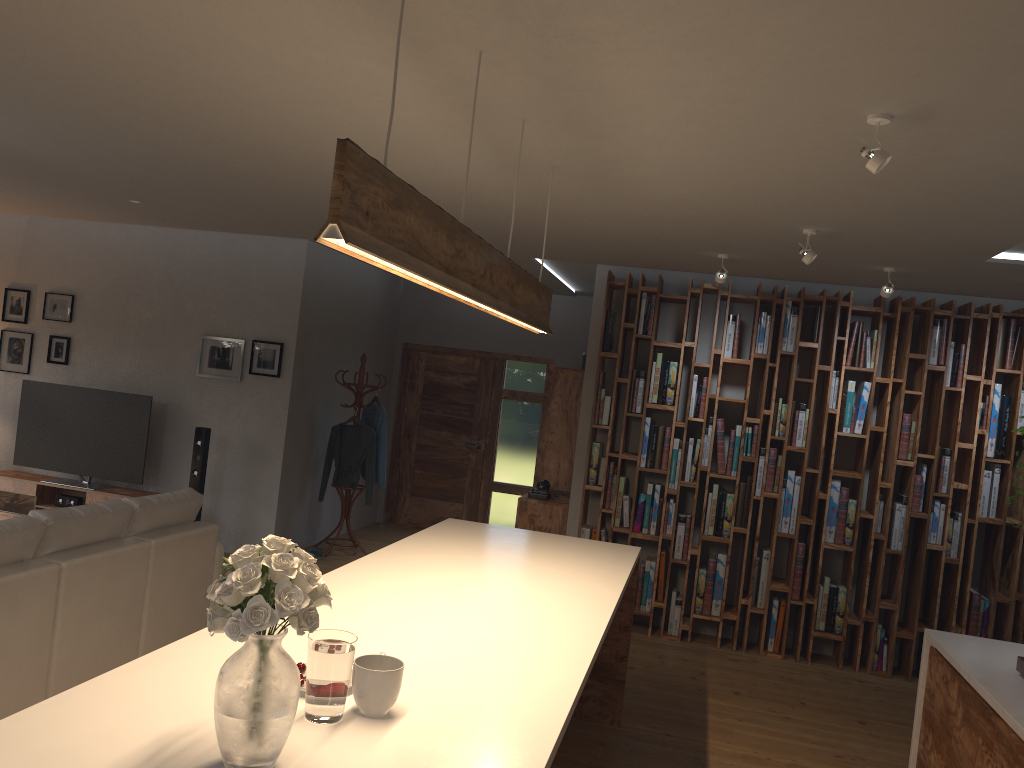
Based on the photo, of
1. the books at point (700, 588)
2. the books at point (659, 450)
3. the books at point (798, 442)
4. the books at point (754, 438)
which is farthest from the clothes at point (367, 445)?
the books at point (798, 442)

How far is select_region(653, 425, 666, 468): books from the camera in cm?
670

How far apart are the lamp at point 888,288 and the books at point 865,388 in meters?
1.1 m

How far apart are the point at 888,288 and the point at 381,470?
4.7 meters

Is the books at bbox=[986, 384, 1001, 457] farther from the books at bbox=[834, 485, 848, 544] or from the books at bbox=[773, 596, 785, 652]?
the books at bbox=[773, 596, 785, 652]

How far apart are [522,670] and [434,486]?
7.6m

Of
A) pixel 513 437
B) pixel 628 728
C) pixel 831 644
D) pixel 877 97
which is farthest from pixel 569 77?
pixel 513 437

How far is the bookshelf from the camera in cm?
619

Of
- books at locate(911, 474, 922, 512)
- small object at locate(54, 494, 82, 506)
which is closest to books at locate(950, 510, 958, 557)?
books at locate(911, 474, 922, 512)

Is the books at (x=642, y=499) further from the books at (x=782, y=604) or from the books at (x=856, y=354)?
the books at (x=856, y=354)
